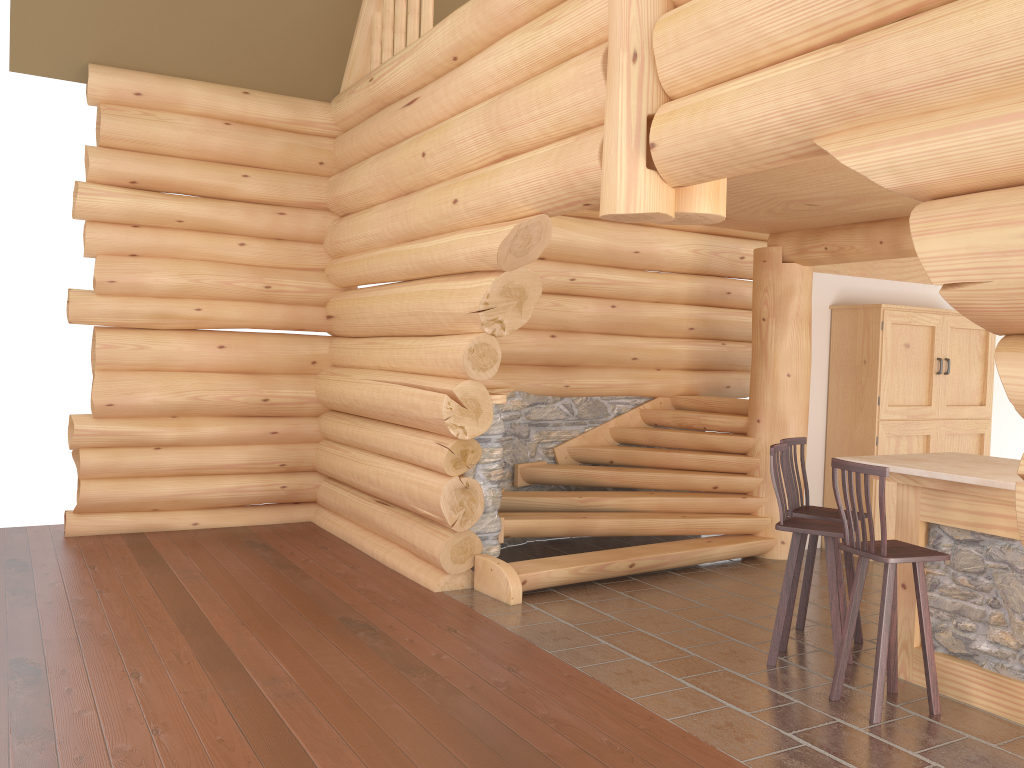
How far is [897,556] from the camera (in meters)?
Result: 4.53

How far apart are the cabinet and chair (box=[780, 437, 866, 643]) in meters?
2.6 m

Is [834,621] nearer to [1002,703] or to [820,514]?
[820,514]

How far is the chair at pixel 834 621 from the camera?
5.2m

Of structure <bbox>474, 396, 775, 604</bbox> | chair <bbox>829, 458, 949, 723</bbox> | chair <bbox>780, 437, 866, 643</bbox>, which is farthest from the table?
structure <bbox>474, 396, 775, 604</bbox>

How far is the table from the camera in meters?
4.7 m

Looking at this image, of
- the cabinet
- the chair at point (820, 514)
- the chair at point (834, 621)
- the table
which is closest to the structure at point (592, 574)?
the cabinet

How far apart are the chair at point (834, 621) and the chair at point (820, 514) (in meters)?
0.22

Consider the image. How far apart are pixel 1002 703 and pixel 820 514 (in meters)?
1.48

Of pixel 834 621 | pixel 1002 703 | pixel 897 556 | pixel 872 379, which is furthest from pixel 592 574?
pixel 872 379
